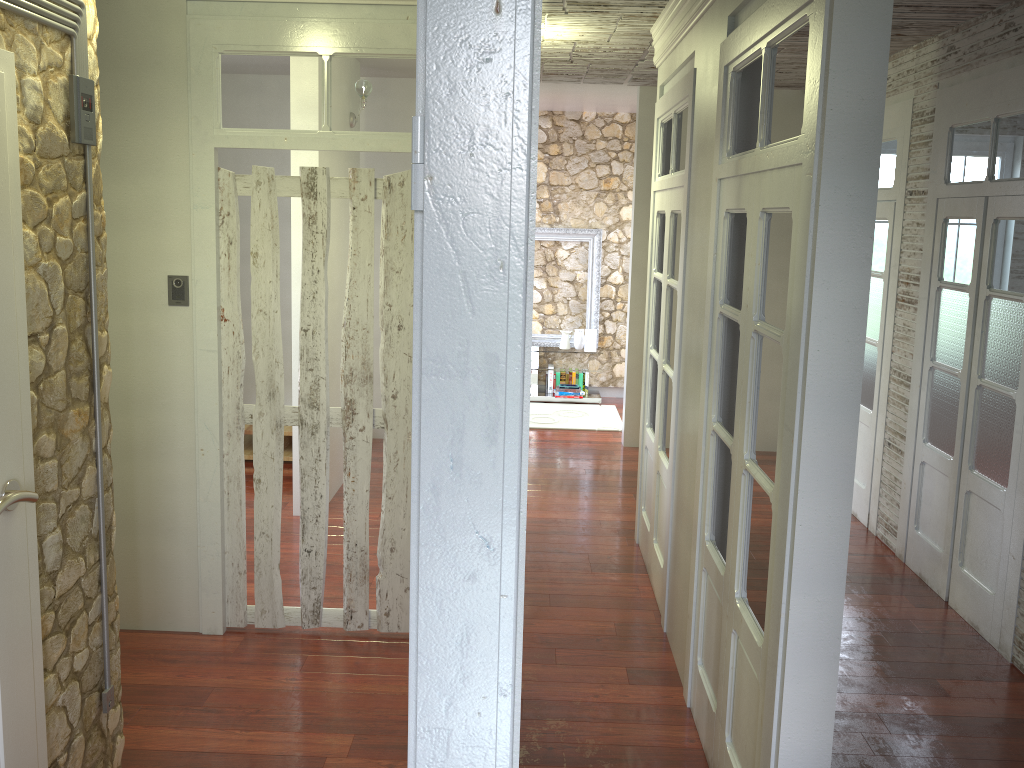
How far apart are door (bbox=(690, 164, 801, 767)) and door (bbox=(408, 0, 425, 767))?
1.58m

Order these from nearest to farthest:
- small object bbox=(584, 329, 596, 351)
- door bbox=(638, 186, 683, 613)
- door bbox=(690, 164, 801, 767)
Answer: door bbox=(690, 164, 801, 767), door bbox=(638, 186, 683, 613), small object bbox=(584, 329, 596, 351)

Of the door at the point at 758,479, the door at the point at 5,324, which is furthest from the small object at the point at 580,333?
the door at the point at 5,324

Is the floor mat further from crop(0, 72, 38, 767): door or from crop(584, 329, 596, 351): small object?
crop(0, 72, 38, 767): door

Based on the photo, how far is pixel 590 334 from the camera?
9.1 meters

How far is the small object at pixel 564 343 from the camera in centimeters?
919cm

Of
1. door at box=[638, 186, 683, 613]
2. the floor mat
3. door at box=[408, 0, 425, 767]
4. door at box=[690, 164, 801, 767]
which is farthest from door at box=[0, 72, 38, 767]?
the floor mat

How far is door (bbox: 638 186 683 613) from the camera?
4.44m

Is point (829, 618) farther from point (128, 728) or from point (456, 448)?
point (128, 728)

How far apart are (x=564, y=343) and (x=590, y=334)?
0.3 meters
